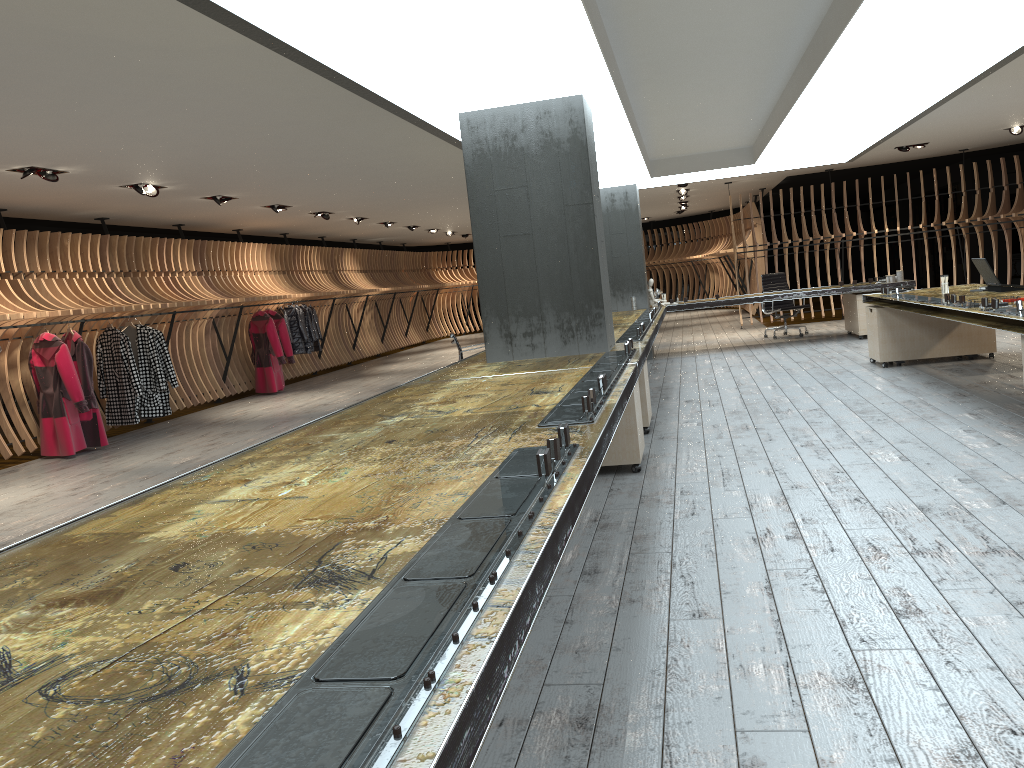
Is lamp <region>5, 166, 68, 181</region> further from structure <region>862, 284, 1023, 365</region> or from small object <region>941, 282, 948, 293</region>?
small object <region>941, 282, 948, 293</region>

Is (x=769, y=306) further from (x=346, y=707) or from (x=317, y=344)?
(x=346, y=707)

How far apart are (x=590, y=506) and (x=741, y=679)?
2.3m

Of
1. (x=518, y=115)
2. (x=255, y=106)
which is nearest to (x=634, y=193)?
(x=518, y=115)

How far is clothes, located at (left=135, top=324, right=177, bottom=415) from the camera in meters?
10.9

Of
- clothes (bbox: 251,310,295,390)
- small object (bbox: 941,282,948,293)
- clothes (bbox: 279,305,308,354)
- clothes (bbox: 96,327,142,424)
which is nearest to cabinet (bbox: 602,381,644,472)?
small object (bbox: 941,282,948,293)

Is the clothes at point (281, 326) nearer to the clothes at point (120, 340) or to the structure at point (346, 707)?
the clothes at point (120, 340)

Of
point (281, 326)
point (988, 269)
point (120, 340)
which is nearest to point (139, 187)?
point (120, 340)

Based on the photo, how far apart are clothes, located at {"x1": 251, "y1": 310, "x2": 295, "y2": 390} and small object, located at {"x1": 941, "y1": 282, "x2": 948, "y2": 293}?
9.6 meters

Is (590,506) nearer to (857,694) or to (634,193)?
(857,694)
